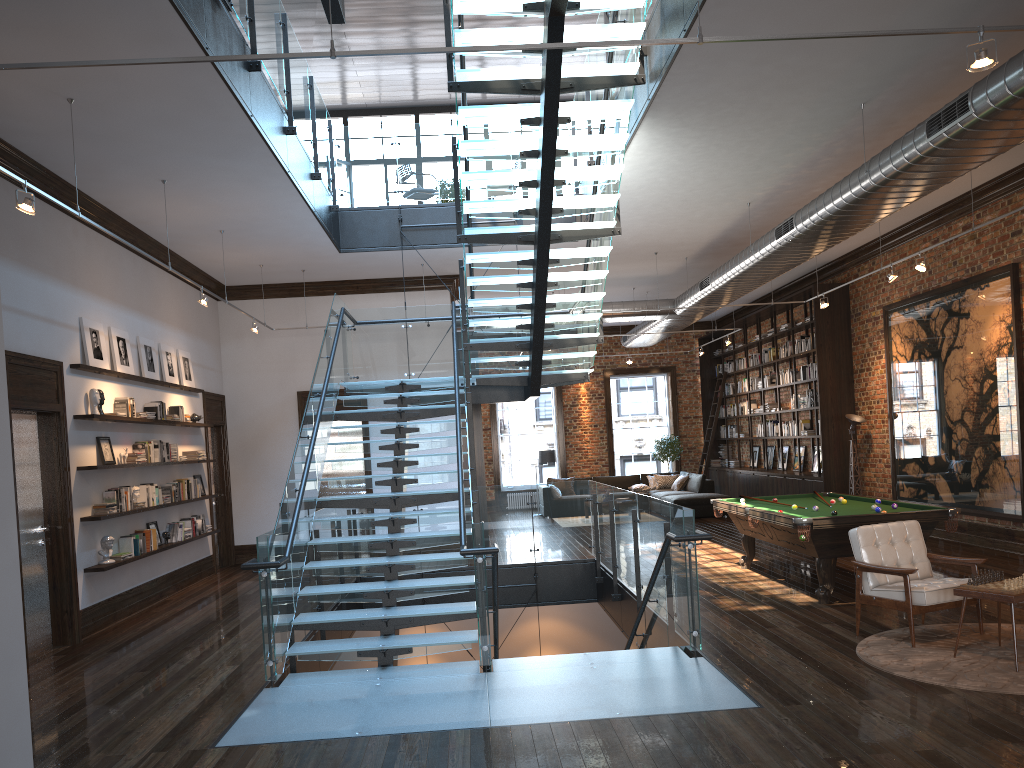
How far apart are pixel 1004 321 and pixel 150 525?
10.4m

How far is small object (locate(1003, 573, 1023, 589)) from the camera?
5.8m

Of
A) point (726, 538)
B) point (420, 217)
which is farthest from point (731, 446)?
point (420, 217)

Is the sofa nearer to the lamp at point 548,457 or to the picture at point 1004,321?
the lamp at point 548,457

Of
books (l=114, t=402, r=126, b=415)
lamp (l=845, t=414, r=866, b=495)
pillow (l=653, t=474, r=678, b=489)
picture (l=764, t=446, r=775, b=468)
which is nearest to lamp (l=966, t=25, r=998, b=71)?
books (l=114, t=402, r=126, b=415)

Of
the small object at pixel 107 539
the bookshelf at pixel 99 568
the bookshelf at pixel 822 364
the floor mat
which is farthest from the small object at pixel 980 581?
the bookshelf at pixel 822 364

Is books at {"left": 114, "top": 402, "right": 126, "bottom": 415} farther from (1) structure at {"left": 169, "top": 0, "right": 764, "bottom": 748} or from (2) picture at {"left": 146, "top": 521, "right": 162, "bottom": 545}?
(1) structure at {"left": 169, "top": 0, "right": 764, "bottom": 748}

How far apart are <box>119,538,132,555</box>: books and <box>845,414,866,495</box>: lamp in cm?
1056

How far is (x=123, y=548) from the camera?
9.6 meters

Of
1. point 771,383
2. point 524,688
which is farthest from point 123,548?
point 771,383
